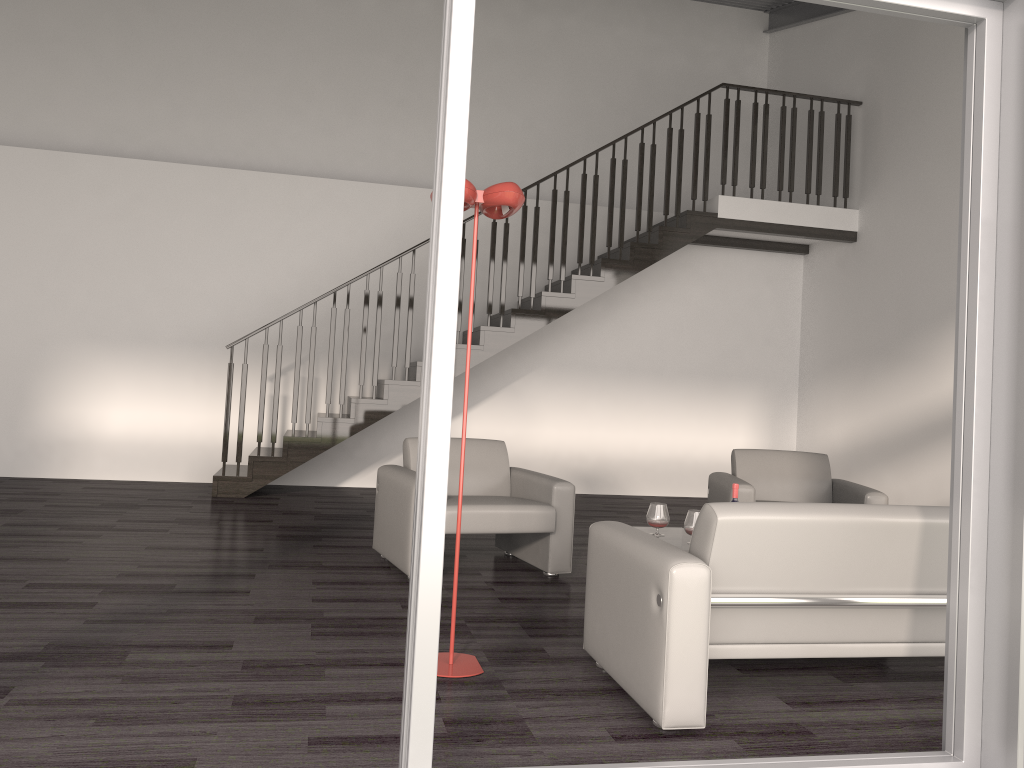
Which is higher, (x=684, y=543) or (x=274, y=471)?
(x=684, y=543)

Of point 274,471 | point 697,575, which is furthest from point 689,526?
point 274,471

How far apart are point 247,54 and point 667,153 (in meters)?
4.62

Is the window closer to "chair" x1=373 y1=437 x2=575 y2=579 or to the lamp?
the lamp

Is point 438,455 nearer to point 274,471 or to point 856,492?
point 856,492

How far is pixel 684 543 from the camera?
4.22m

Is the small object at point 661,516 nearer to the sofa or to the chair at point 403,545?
the chair at point 403,545

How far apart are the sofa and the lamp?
0.44m

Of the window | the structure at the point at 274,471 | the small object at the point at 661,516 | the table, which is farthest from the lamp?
the structure at the point at 274,471

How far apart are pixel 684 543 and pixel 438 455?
2.43m
